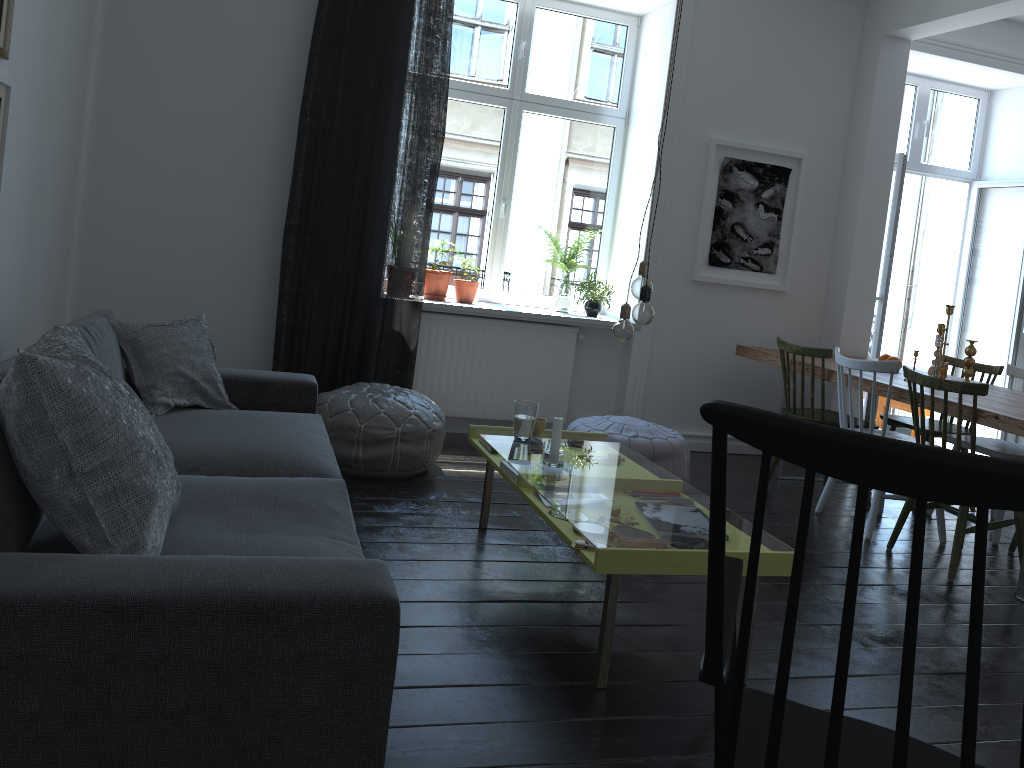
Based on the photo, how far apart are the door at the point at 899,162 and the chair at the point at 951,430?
0.65m

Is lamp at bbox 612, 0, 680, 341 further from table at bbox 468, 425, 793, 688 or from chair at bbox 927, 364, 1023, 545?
chair at bbox 927, 364, 1023, 545

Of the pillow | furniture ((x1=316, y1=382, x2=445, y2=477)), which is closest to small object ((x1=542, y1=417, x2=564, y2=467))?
furniture ((x1=316, y1=382, x2=445, y2=477))

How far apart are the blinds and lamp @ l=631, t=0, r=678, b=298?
2.07m

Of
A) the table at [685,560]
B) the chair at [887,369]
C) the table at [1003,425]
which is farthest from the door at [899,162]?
the table at [685,560]

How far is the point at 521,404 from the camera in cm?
341

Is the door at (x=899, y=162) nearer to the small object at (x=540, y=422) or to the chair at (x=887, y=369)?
the chair at (x=887, y=369)

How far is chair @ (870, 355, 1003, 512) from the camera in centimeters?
484cm

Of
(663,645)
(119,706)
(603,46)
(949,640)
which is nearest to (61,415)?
(119,706)

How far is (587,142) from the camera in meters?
5.6 m
